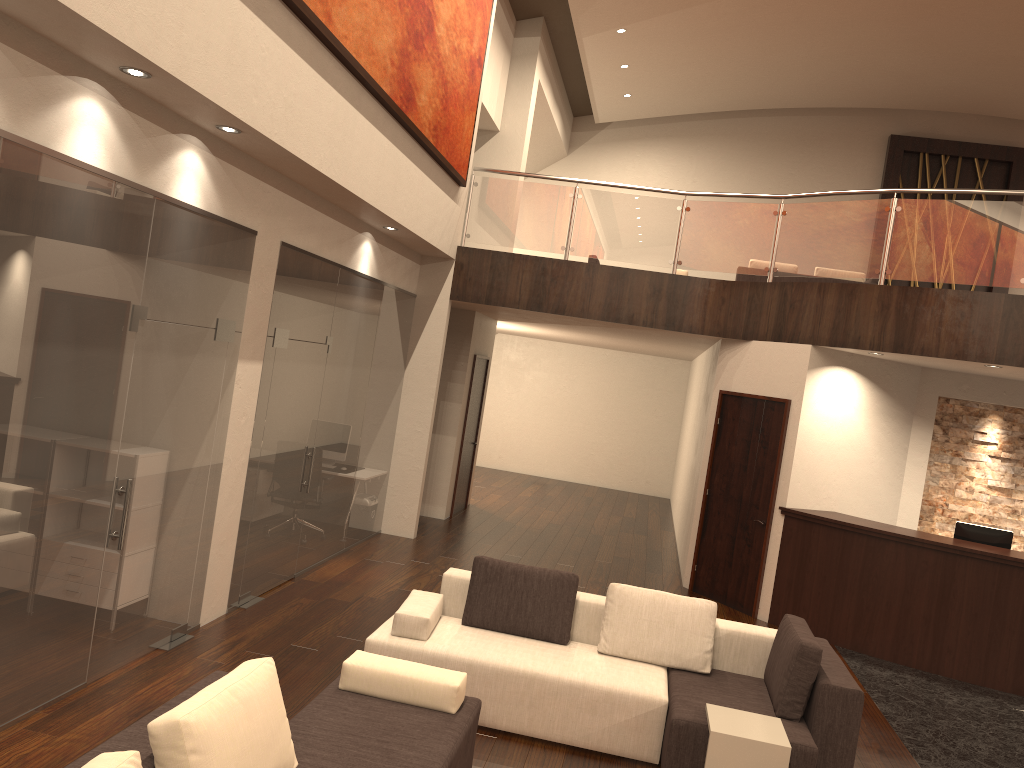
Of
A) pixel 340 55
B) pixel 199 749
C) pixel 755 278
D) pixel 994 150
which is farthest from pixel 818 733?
pixel 994 150

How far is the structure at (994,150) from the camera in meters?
16.7

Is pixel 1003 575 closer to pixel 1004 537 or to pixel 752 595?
pixel 1004 537

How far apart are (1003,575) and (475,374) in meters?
6.9

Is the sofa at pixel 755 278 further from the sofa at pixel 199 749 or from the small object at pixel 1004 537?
the sofa at pixel 199 749

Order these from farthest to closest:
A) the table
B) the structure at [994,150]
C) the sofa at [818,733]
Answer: the structure at [994,150] → the sofa at [818,733] → the table

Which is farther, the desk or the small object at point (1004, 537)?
the small object at point (1004, 537)

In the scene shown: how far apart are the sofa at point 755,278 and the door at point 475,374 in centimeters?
390cm

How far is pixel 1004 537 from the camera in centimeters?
824cm

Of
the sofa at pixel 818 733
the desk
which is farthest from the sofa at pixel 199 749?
the desk
